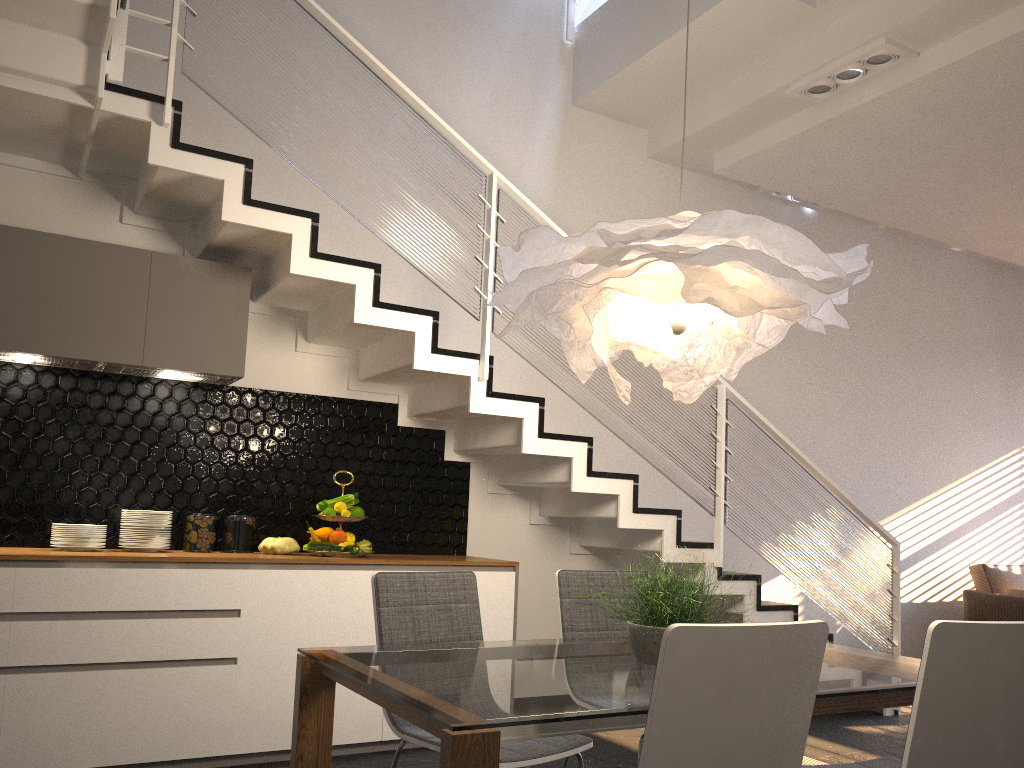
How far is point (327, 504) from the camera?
4.3 meters

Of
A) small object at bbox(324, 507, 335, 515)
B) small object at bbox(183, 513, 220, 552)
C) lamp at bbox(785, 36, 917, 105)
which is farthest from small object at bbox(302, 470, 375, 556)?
lamp at bbox(785, 36, 917, 105)

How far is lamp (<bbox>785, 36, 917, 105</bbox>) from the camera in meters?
4.5 m

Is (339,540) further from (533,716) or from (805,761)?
(533,716)

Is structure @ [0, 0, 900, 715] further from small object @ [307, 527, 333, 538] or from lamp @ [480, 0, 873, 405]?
lamp @ [480, 0, 873, 405]

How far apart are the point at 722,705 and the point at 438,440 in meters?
3.4

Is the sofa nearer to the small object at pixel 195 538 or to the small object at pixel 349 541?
the small object at pixel 349 541

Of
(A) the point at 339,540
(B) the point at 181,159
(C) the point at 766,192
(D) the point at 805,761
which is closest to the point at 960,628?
(D) the point at 805,761

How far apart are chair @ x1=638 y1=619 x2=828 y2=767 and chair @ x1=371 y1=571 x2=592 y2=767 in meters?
0.8

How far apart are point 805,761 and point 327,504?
2.6 meters
